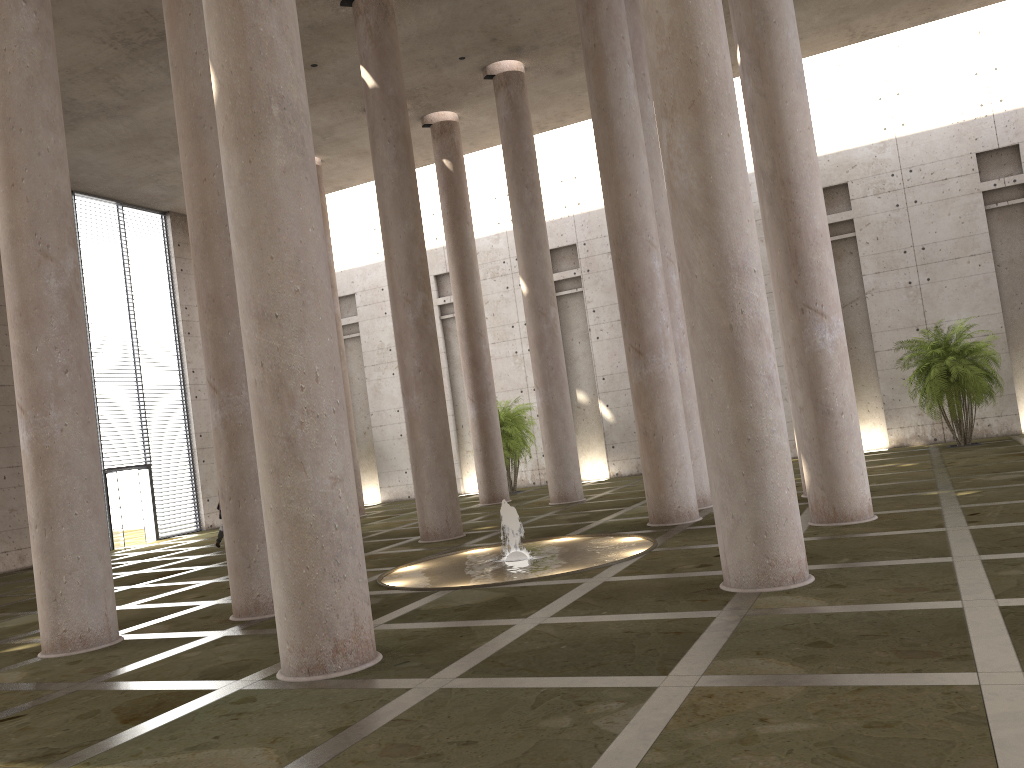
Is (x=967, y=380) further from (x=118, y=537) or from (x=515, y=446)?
(x=118, y=537)

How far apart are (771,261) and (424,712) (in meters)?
8.54

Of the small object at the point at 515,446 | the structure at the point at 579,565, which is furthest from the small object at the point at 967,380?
the structure at the point at 579,565

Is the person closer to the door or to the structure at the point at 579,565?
→ the door

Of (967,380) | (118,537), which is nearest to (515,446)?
(118,537)

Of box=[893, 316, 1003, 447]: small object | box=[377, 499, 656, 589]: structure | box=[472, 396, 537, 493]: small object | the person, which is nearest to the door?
the person

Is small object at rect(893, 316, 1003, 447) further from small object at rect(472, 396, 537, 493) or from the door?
the door

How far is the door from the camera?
25.1m

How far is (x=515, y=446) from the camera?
25.87m

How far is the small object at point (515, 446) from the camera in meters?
25.9 m
